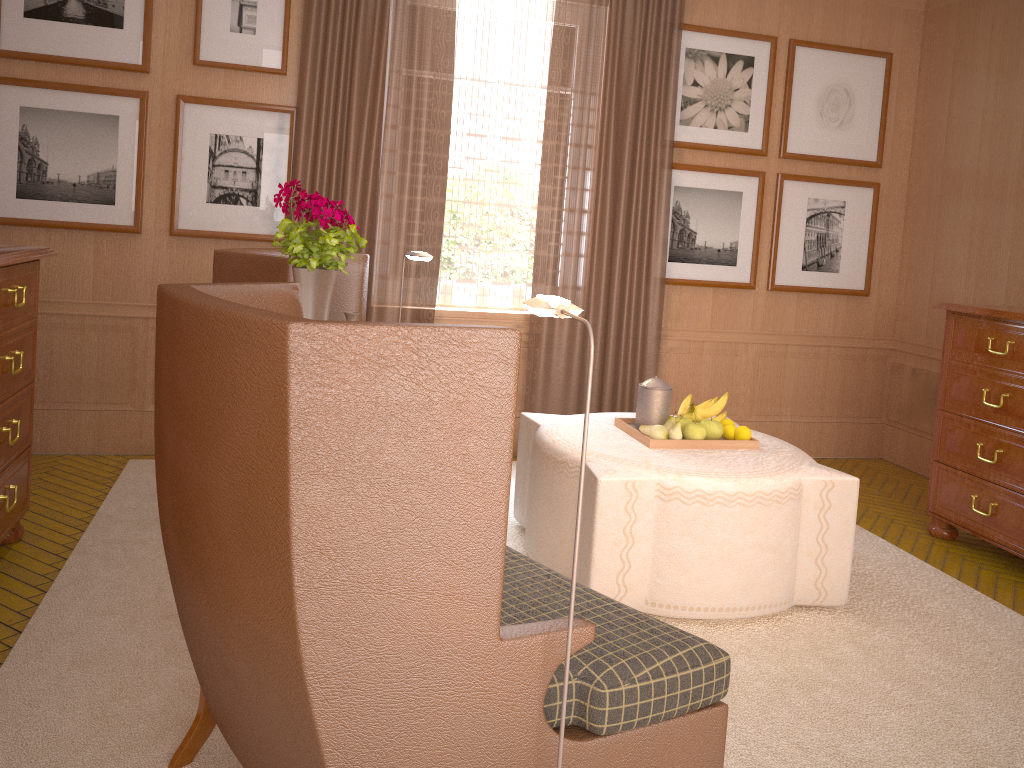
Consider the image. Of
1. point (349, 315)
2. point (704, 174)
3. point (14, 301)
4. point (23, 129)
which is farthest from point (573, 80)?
point (14, 301)

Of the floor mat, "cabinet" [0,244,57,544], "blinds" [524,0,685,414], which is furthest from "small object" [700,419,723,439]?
"cabinet" [0,244,57,544]

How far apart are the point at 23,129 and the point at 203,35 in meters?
1.7

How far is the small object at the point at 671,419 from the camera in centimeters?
600cm

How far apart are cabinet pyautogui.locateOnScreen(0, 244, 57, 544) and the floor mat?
0.4m

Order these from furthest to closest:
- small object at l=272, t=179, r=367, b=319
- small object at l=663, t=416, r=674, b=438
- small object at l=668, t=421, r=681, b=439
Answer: small object at l=663, t=416, r=674, b=438, small object at l=668, t=421, r=681, b=439, small object at l=272, t=179, r=367, b=319

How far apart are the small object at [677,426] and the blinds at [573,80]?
2.92m

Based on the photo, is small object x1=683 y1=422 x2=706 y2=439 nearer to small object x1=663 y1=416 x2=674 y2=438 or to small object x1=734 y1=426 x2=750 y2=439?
small object x1=663 y1=416 x2=674 y2=438

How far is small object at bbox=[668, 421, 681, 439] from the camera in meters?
5.9 m

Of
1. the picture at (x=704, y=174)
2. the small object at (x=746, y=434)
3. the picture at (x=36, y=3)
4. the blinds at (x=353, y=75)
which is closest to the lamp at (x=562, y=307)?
the small object at (x=746, y=434)
